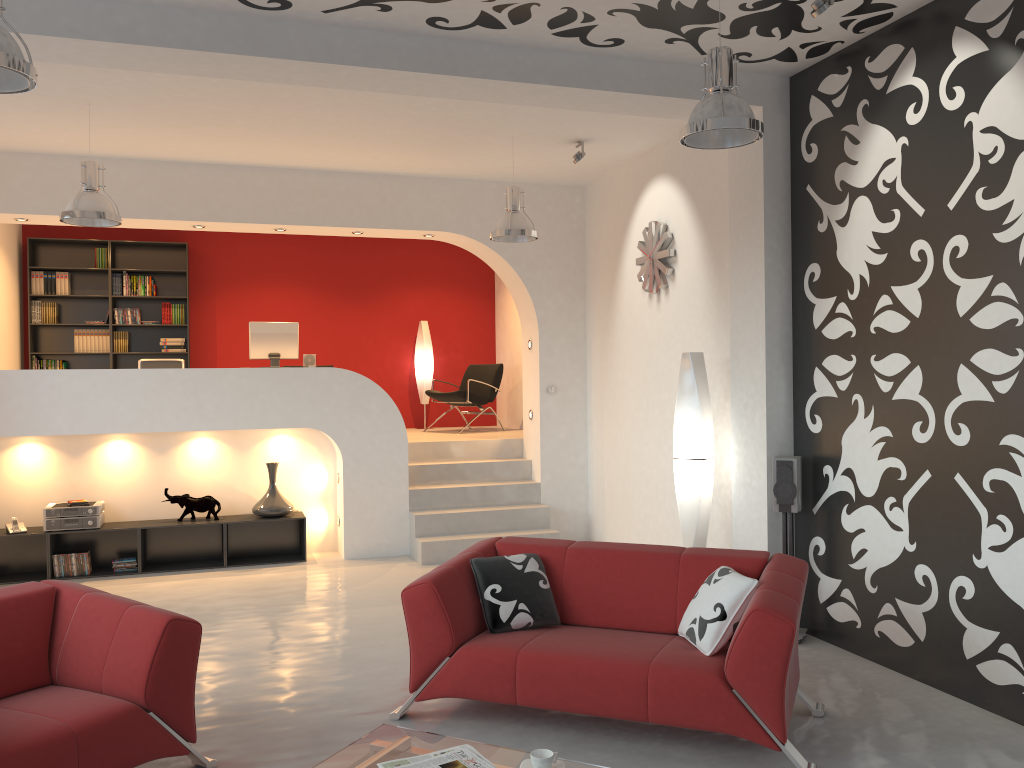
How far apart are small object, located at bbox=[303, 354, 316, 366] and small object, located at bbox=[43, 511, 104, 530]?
2.26m

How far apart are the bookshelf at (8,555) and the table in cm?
475

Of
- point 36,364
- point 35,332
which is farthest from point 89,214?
point 35,332

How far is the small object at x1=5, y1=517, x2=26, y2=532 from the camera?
7.27m

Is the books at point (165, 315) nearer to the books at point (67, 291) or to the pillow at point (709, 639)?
the books at point (67, 291)

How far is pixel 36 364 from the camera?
9.7m

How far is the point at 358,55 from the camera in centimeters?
476cm

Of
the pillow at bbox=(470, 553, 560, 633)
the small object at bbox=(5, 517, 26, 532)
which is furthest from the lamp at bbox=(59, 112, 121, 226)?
the pillow at bbox=(470, 553, 560, 633)

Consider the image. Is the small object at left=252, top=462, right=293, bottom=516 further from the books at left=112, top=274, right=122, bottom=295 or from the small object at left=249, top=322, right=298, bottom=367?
the books at left=112, top=274, right=122, bottom=295

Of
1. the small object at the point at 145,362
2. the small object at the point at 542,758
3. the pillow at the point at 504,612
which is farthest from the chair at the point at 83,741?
the small object at the point at 145,362
